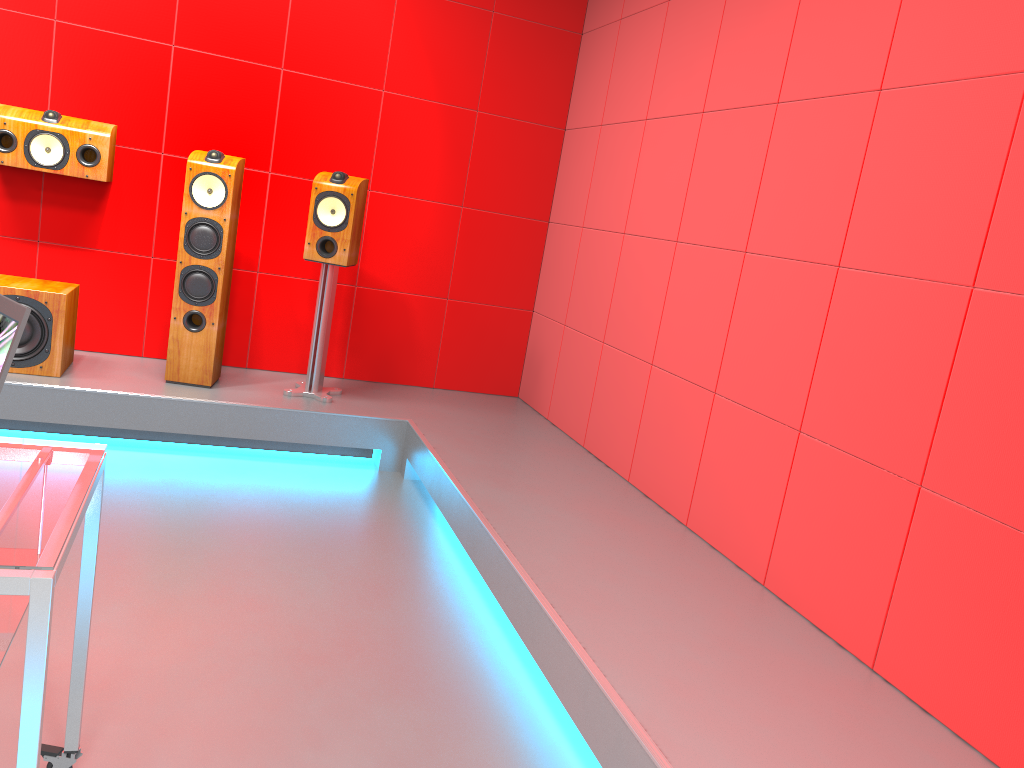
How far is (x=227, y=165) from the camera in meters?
3.9 m

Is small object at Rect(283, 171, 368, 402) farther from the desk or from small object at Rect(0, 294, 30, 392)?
small object at Rect(0, 294, 30, 392)

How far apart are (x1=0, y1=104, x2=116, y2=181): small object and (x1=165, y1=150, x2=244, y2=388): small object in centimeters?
38cm

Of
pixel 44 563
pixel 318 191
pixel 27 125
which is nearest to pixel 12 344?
pixel 44 563

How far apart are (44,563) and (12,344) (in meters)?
0.35

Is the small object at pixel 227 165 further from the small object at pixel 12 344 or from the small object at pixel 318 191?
the small object at pixel 12 344

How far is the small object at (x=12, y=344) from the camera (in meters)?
1.28

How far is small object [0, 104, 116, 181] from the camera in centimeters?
385cm

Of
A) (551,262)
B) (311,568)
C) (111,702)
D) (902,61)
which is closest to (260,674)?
(111,702)

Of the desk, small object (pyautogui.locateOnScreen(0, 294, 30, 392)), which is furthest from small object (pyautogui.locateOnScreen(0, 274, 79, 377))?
small object (pyautogui.locateOnScreen(0, 294, 30, 392))
